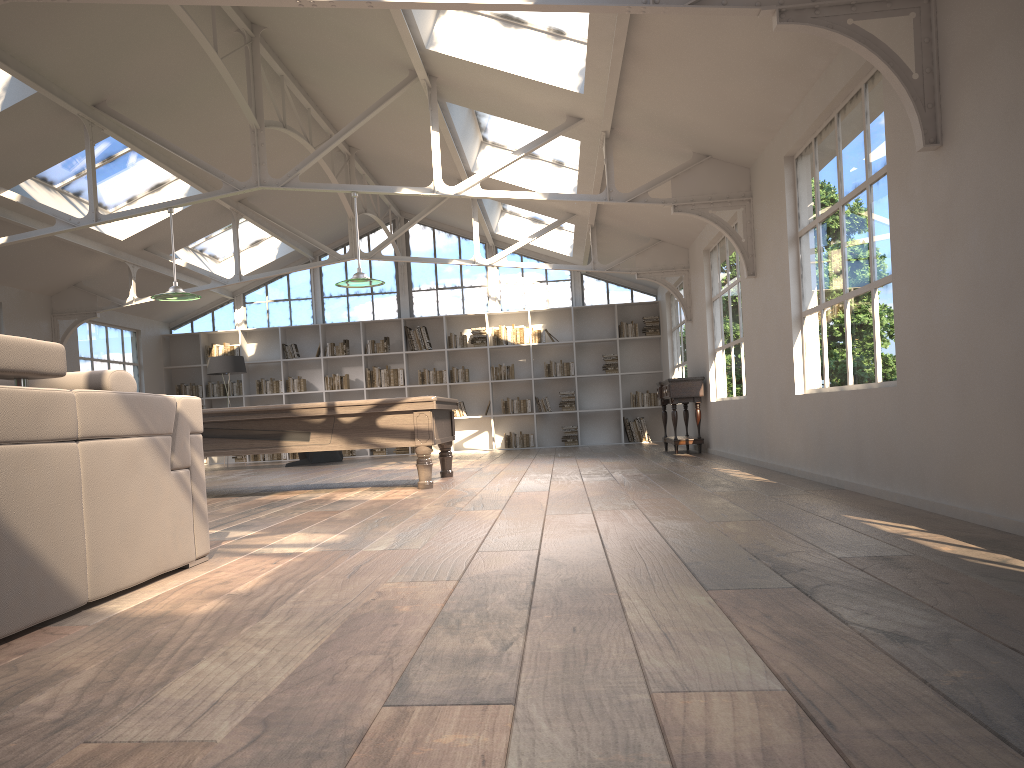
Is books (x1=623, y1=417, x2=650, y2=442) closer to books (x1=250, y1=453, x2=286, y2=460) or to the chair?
the chair

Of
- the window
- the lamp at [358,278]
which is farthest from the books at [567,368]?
the lamp at [358,278]

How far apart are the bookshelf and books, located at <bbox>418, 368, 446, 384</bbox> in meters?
0.1 m

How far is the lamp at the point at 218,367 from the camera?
13.6 meters

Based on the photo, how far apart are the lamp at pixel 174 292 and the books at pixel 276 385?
7.1 meters

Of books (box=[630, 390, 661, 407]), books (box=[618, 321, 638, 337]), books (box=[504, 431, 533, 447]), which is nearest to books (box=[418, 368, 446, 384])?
books (box=[504, 431, 533, 447])

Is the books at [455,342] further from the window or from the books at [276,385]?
the books at [276,385]

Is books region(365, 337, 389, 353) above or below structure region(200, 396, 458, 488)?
above

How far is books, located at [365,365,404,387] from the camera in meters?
15.0 m

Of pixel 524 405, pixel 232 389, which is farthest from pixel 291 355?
pixel 524 405
